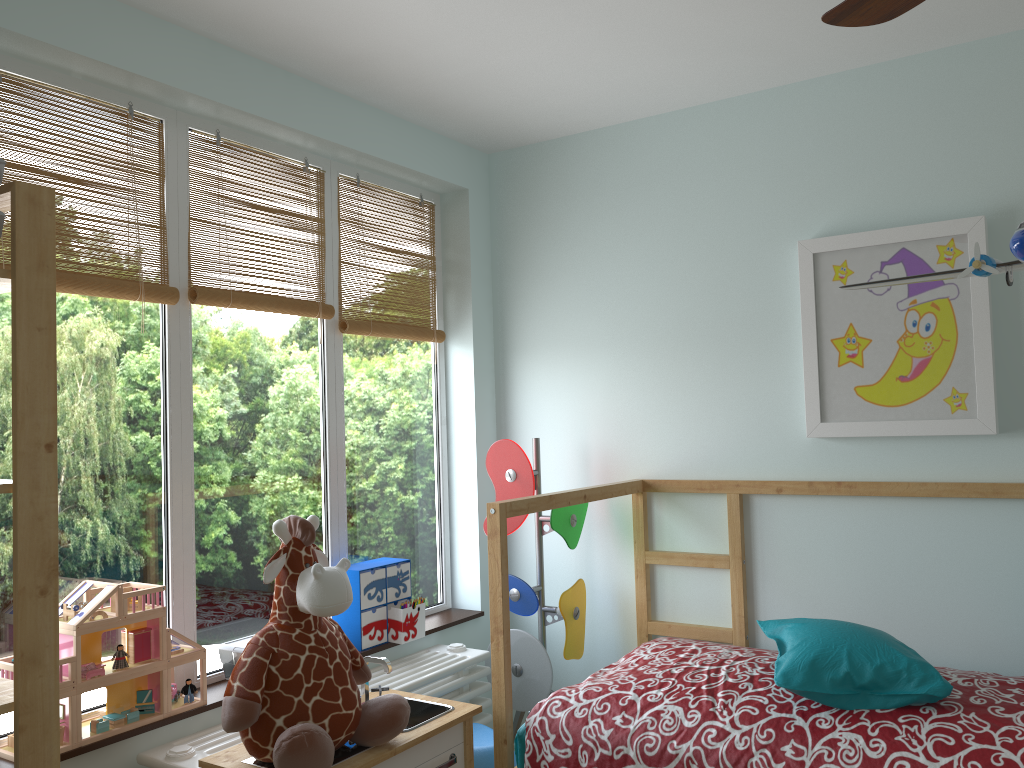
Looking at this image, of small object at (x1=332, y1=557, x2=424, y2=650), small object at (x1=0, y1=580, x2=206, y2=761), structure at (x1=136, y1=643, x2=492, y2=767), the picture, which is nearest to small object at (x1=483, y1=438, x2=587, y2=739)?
structure at (x1=136, y1=643, x2=492, y2=767)

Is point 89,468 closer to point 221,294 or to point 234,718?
point 221,294

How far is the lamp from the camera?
1.2m

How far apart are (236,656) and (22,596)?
0.9m

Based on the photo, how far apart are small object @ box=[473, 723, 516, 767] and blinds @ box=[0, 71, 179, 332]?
1.44m

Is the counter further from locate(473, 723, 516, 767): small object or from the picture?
the picture

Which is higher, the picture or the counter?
the picture

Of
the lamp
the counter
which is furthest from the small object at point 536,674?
the lamp

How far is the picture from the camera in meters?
2.4

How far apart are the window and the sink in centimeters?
44cm
